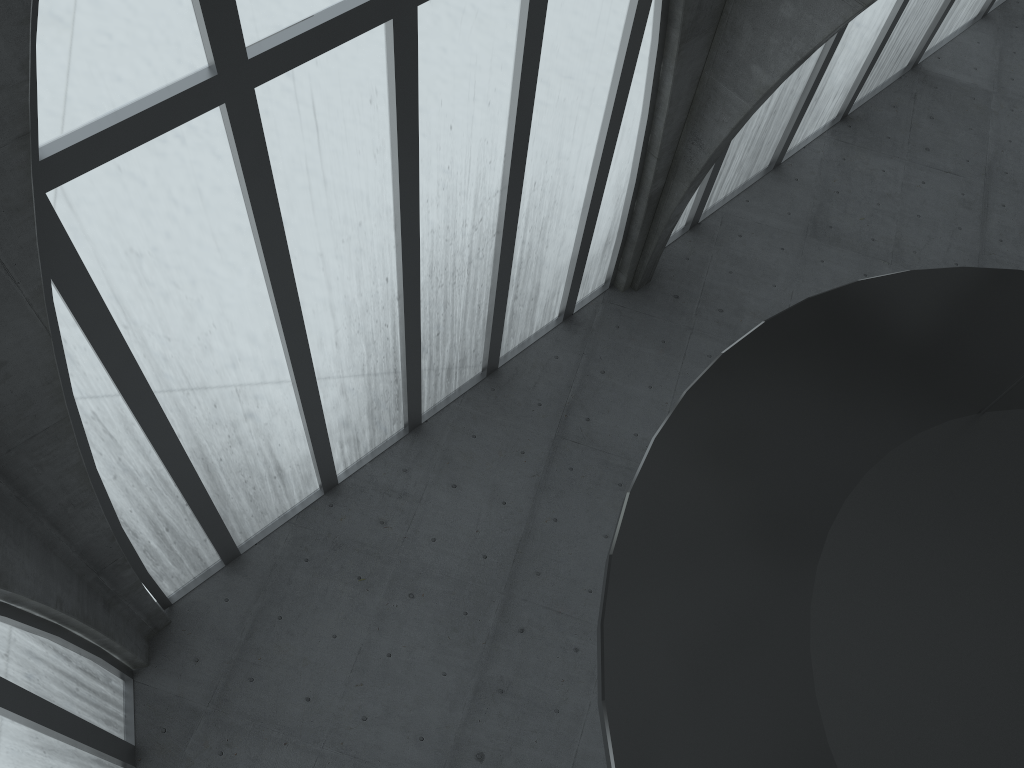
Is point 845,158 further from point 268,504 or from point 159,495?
point 159,495

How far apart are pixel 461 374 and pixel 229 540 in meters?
8.2
